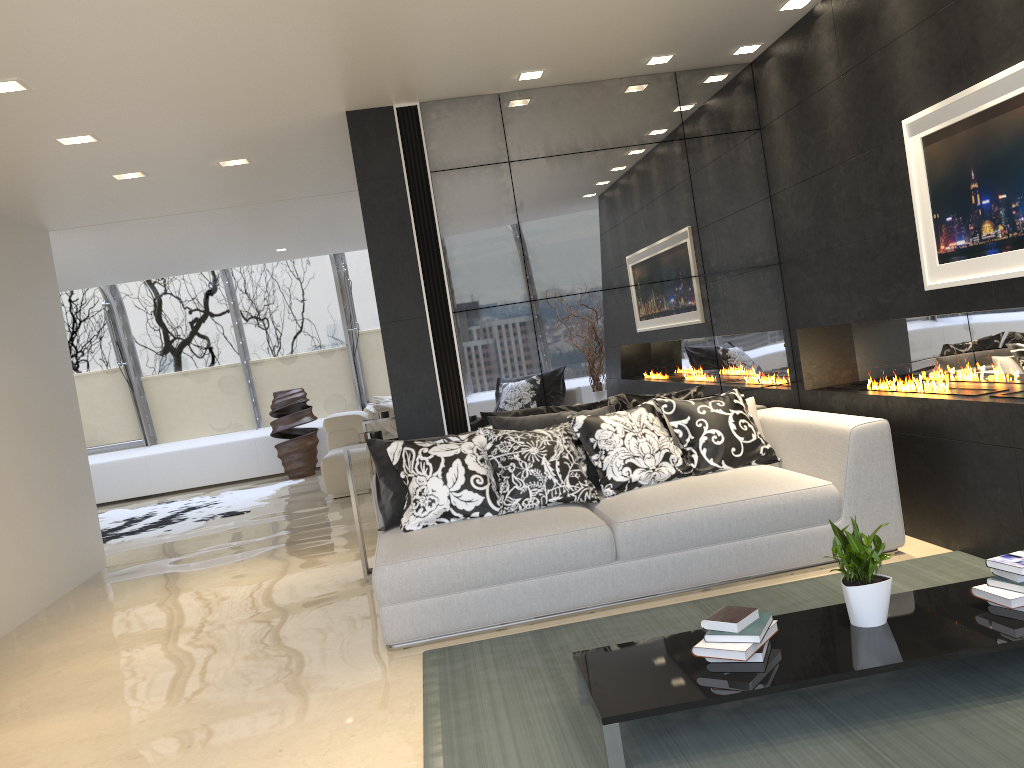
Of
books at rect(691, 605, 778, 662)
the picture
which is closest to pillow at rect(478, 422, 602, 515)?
books at rect(691, 605, 778, 662)

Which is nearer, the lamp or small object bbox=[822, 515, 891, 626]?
small object bbox=[822, 515, 891, 626]

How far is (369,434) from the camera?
5.6 meters

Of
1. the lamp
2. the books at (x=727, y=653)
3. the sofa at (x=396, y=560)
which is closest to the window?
the lamp

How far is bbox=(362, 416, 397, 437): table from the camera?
8.0 meters

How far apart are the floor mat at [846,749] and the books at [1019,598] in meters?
0.2 m

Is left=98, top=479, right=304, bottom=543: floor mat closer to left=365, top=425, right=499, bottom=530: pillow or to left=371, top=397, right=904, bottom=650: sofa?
left=365, top=425, right=499, bottom=530: pillow

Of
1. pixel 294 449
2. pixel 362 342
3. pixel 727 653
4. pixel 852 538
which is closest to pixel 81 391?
pixel 294 449

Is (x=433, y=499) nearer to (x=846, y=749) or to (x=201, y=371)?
(x=846, y=749)

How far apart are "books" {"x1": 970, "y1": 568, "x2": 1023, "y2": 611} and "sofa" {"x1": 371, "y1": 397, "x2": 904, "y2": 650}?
1.30m
